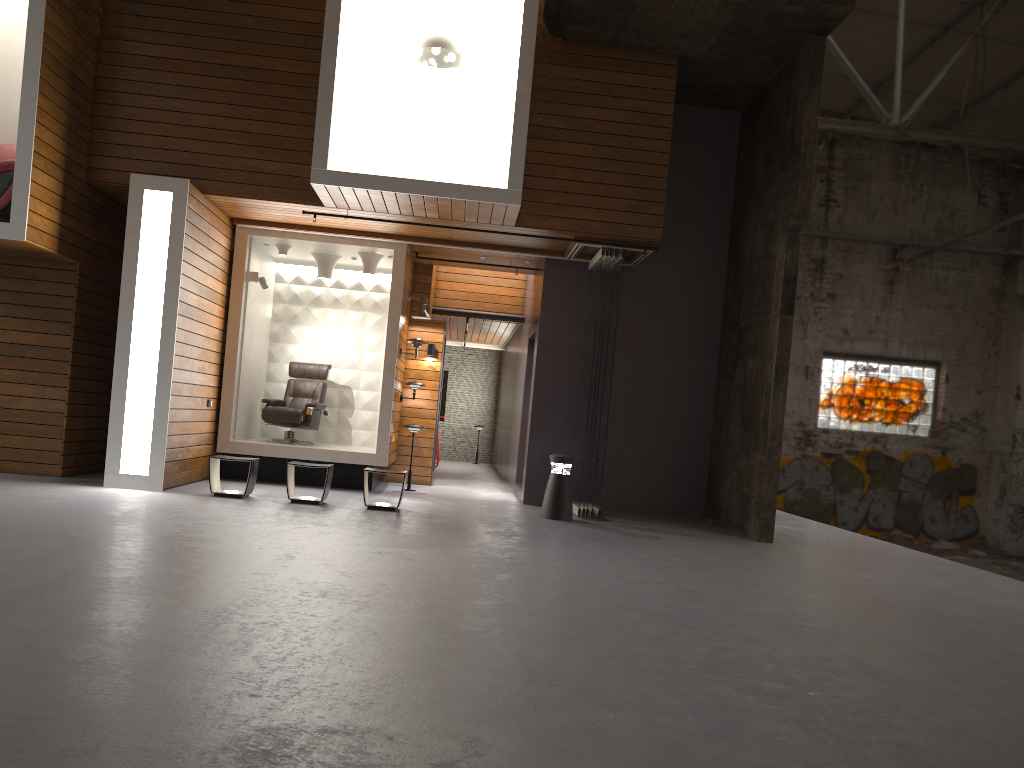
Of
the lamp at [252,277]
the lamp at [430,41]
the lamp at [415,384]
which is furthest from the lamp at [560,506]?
the lamp at [430,41]

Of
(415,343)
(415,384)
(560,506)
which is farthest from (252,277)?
(560,506)

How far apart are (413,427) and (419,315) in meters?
1.6

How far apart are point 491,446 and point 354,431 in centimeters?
820cm

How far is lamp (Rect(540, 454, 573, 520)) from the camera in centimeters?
933cm

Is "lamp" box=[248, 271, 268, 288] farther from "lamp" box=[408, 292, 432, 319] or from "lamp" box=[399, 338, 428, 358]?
"lamp" box=[408, 292, 432, 319]

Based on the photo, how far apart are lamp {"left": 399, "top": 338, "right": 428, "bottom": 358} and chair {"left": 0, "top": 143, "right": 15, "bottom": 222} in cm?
A: 456

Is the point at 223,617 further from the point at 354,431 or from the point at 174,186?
the point at 354,431

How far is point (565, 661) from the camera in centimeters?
372cm

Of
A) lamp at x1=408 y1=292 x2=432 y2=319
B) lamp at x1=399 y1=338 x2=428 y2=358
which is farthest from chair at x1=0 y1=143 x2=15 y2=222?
lamp at x1=408 y1=292 x2=432 y2=319
